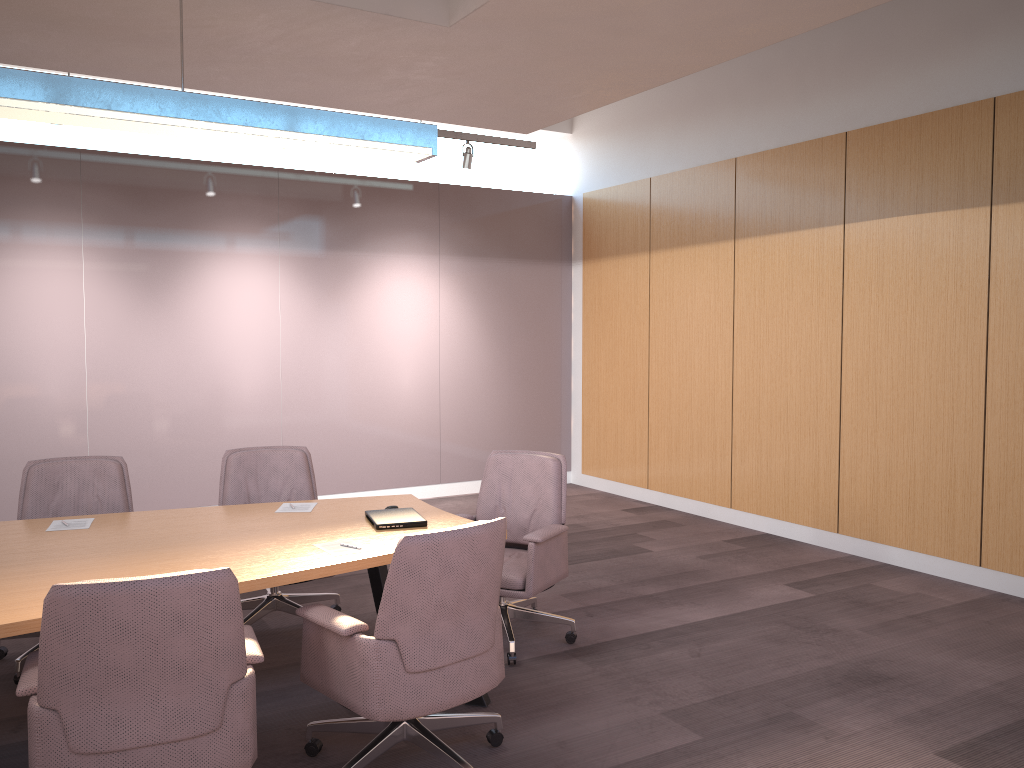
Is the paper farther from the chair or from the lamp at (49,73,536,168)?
the lamp at (49,73,536,168)

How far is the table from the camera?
3.1 meters

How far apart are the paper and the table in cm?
3

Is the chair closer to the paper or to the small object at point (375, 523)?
the paper

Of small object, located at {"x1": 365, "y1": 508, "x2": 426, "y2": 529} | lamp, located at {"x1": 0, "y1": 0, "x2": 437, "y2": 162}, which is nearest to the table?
small object, located at {"x1": 365, "y1": 508, "x2": 426, "y2": 529}

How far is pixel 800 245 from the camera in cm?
673

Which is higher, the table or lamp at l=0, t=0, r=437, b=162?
lamp at l=0, t=0, r=437, b=162

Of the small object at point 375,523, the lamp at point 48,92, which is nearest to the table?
the small object at point 375,523

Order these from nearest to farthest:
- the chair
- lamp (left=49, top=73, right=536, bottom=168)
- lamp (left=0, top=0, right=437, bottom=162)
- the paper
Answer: the chair < lamp (left=0, top=0, right=437, bottom=162) < the paper < lamp (left=49, top=73, right=536, bottom=168)

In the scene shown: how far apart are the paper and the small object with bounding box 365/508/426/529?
0.3 meters
